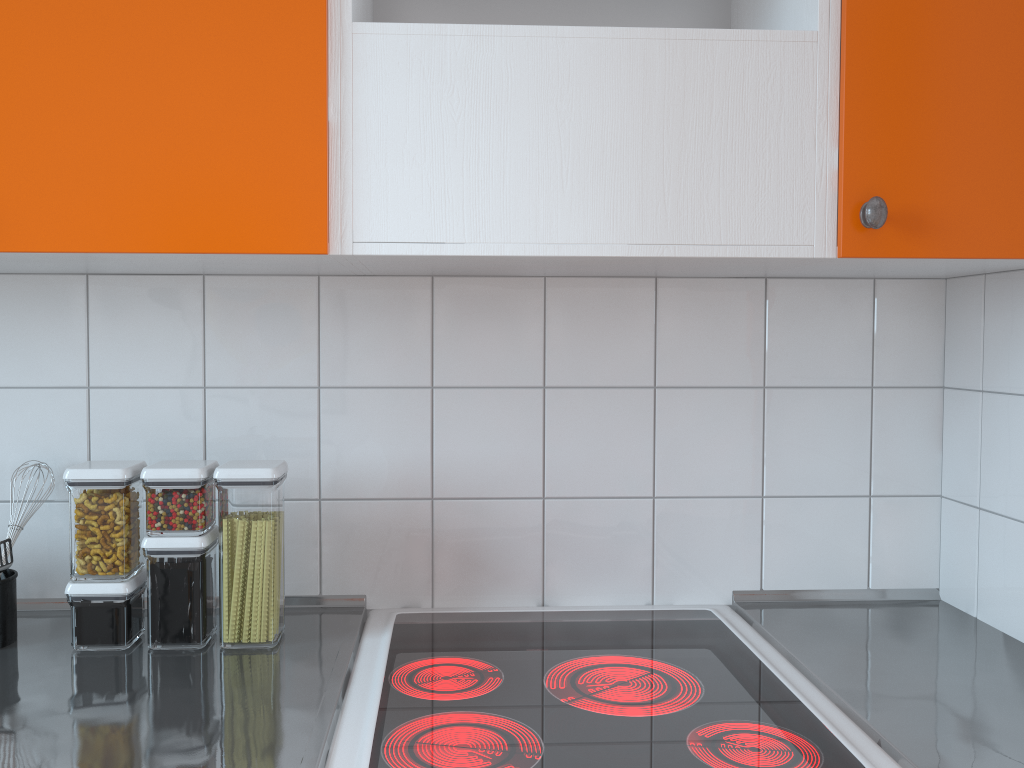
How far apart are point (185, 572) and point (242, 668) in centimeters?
16cm

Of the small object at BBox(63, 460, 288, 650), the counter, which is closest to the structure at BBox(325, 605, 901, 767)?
the counter

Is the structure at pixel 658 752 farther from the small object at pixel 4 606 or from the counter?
the small object at pixel 4 606

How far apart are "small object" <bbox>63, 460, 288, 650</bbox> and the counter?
0.0 meters

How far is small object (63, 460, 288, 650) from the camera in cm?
124

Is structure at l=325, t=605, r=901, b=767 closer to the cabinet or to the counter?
the counter

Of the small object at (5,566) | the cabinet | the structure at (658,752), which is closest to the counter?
the structure at (658,752)

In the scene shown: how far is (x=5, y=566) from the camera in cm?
124

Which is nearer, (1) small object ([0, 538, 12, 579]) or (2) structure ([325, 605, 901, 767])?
(2) structure ([325, 605, 901, 767])

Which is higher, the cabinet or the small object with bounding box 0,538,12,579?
the cabinet
